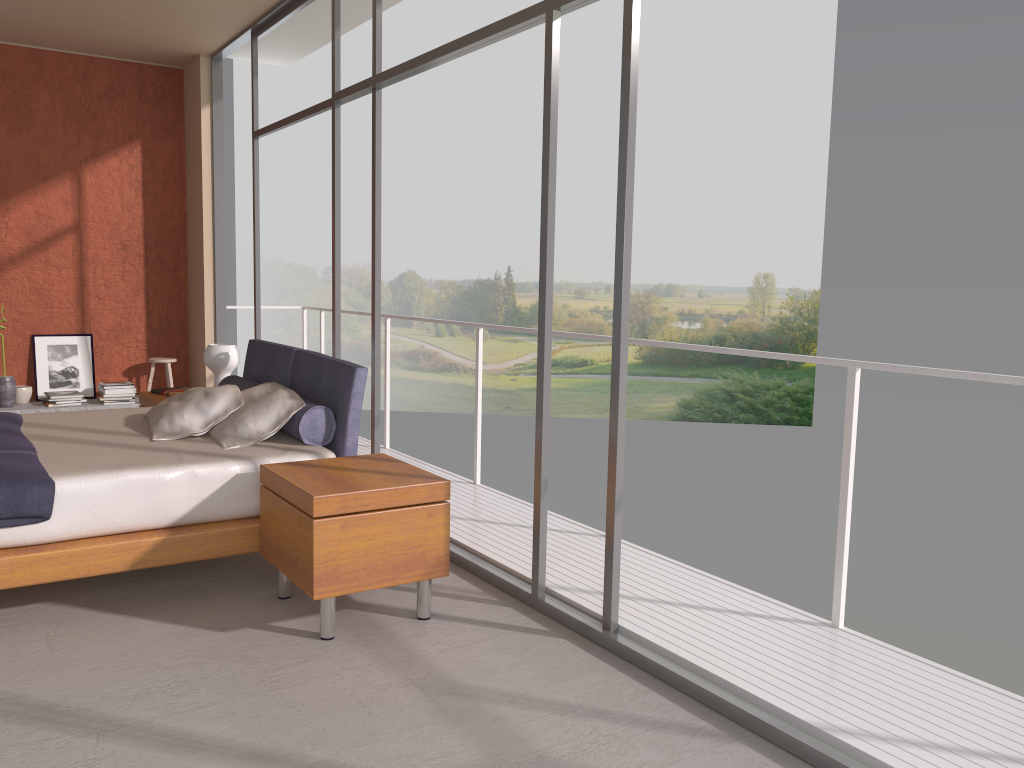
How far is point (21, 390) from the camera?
7.2 meters

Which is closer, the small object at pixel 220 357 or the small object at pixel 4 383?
the small object at pixel 220 357

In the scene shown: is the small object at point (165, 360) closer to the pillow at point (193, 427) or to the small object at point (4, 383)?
the small object at point (4, 383)

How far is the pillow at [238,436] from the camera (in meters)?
4.10

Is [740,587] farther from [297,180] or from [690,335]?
[297,180]

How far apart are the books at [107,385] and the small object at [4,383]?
0.7m

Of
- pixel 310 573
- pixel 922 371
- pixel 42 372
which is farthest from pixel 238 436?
pixel 42 372

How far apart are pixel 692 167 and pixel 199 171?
17.9 meters

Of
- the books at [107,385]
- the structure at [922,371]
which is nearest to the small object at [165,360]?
the books at [107,385]

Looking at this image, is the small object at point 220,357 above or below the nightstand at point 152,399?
above
